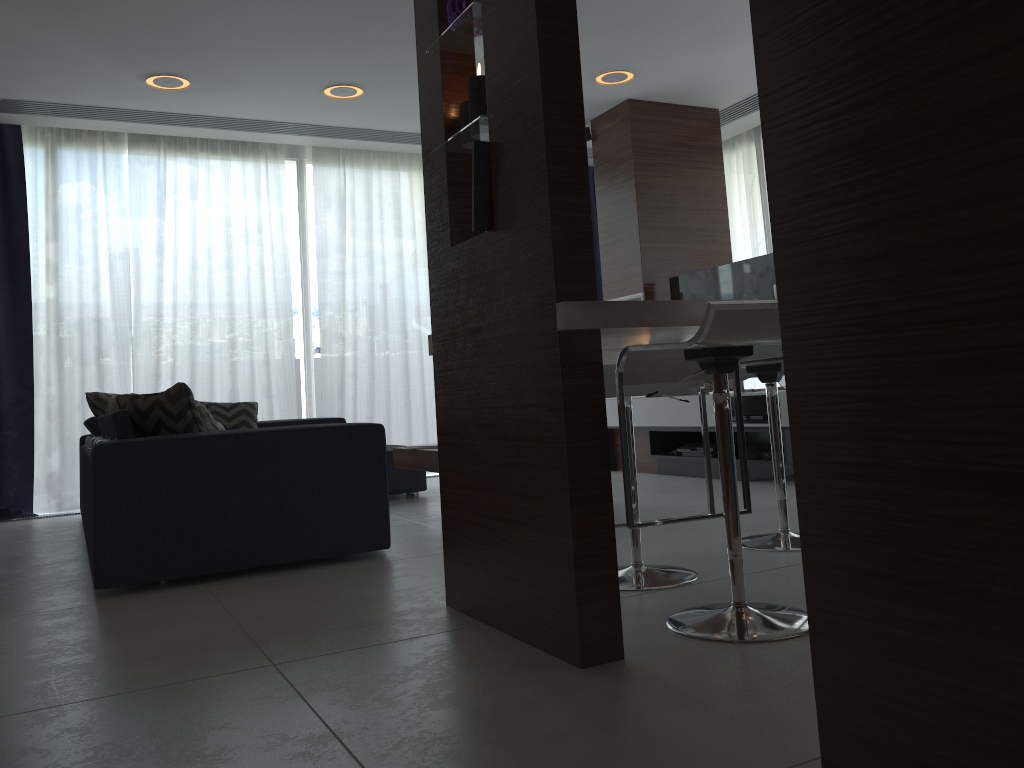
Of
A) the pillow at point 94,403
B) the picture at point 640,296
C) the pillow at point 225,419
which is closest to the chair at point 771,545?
the picture at point 640,296

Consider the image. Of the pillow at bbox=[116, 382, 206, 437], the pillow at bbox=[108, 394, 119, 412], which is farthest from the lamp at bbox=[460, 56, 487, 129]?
the pillow at bbox=[108, 394, 119, 412]

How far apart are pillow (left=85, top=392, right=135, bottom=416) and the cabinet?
3.22m

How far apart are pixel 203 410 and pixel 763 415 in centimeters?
298cm

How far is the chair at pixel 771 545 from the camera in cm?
304

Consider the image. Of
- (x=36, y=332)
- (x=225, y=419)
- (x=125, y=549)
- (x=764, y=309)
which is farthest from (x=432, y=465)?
(x=36, y=332)

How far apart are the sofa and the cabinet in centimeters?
A: 89cm

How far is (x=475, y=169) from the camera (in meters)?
2.15

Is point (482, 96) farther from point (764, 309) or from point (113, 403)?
point (113, 403)

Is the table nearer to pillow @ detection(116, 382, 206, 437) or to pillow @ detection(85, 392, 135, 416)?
pillow @ detection(116, 382, 206, 437)
